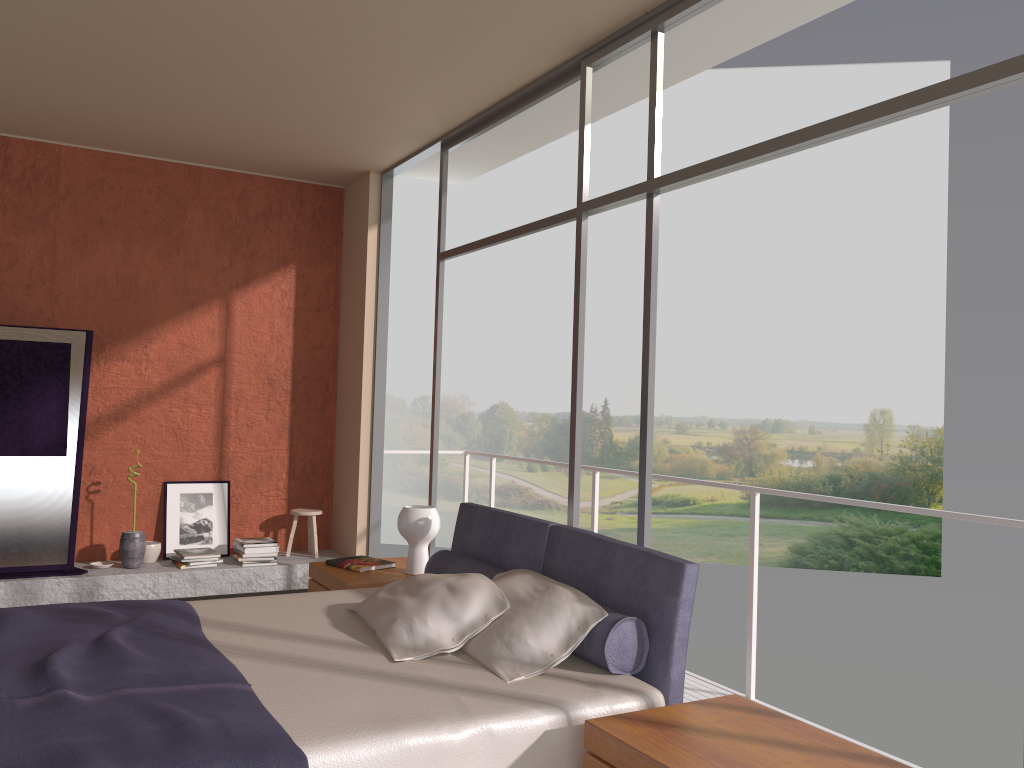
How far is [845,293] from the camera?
22.1 meters

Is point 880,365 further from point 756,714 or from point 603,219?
point 756,714

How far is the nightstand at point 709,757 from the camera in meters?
2.2

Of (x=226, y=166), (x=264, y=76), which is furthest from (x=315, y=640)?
(x=226, y=166)

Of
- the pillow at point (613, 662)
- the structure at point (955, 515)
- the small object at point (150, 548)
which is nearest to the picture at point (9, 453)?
the small object at point (150, 548)

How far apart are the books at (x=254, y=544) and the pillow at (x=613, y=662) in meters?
2.6 m

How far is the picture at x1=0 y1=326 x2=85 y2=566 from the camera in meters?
5.5

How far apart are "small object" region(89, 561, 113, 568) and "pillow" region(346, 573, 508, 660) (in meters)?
3.17

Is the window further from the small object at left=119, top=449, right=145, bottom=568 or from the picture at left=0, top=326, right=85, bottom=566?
the picture at left=0, top=326, right=85, bottom=566

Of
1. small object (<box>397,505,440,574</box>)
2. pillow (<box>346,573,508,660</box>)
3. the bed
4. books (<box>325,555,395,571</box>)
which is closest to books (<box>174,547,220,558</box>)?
books (<box>325,555,395,571</box>)
